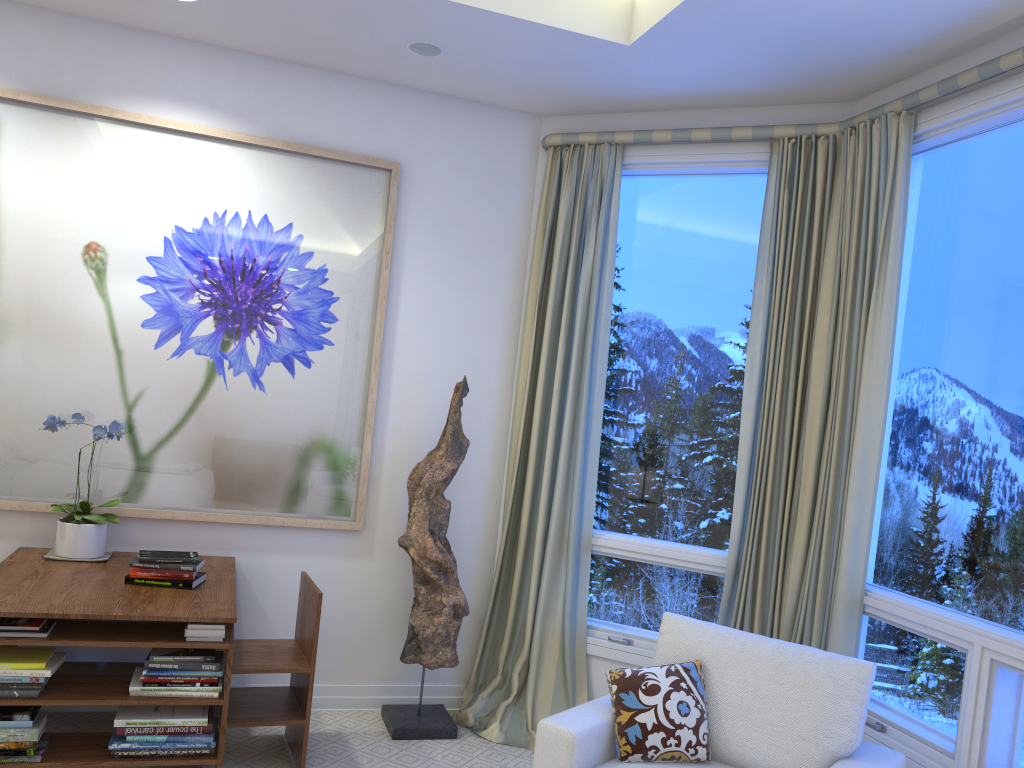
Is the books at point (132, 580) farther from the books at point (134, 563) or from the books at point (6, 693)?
the books at point (6, 693)

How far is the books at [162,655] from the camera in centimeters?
251cm

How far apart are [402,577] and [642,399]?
1.2m

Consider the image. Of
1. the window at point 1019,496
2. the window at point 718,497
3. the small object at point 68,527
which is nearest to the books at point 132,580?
the small object at point 68,527

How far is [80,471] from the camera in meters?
3.2

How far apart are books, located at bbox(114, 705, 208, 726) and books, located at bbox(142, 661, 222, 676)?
0.12m

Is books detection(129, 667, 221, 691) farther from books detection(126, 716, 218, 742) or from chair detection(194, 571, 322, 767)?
chair detection(194, 571, 322, 767)

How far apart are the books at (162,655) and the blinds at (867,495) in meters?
1.9

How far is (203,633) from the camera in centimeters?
251cm

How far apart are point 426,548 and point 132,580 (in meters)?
1.02
